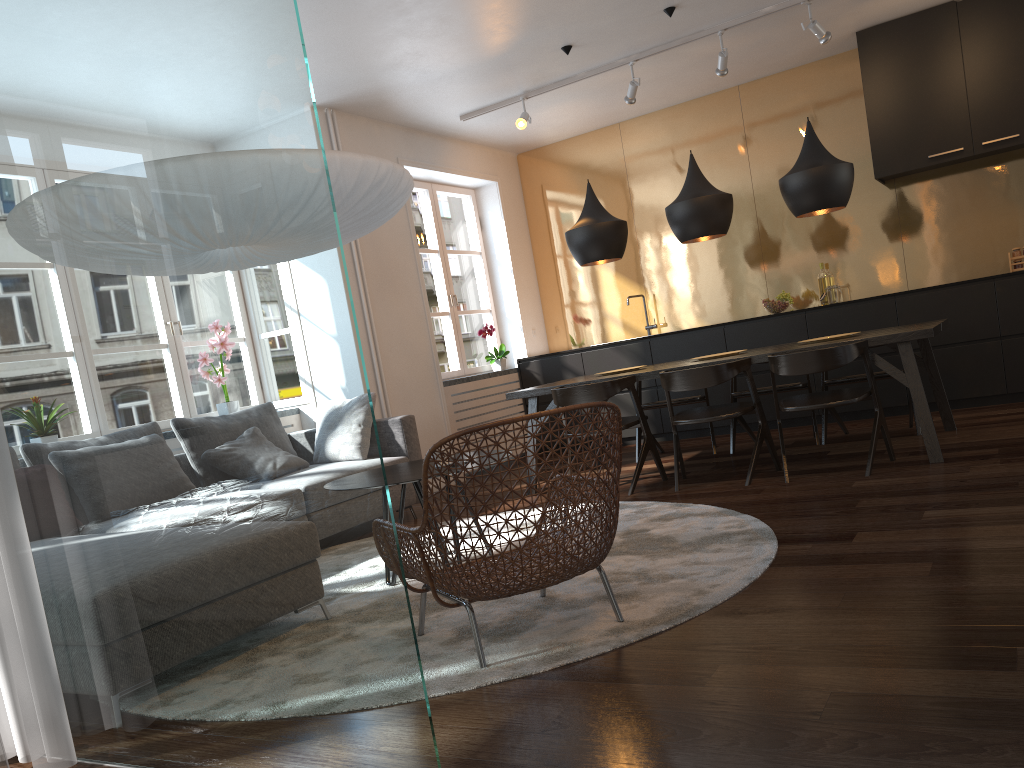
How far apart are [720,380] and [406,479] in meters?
2.0

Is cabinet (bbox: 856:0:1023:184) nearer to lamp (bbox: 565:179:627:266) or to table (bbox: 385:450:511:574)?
lamp (bbox: 565:179:627:266)

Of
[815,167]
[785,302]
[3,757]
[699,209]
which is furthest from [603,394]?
[3,757]

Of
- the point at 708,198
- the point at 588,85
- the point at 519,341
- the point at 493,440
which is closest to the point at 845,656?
the point at 493,440

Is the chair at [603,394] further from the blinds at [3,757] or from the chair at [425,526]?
the blinds at [3,757]

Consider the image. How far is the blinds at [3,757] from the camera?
1.0m

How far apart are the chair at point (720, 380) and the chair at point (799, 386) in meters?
0.8

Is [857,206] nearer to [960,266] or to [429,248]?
[960,266]

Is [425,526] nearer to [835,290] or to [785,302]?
[785,302]

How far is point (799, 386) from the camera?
5.76m
